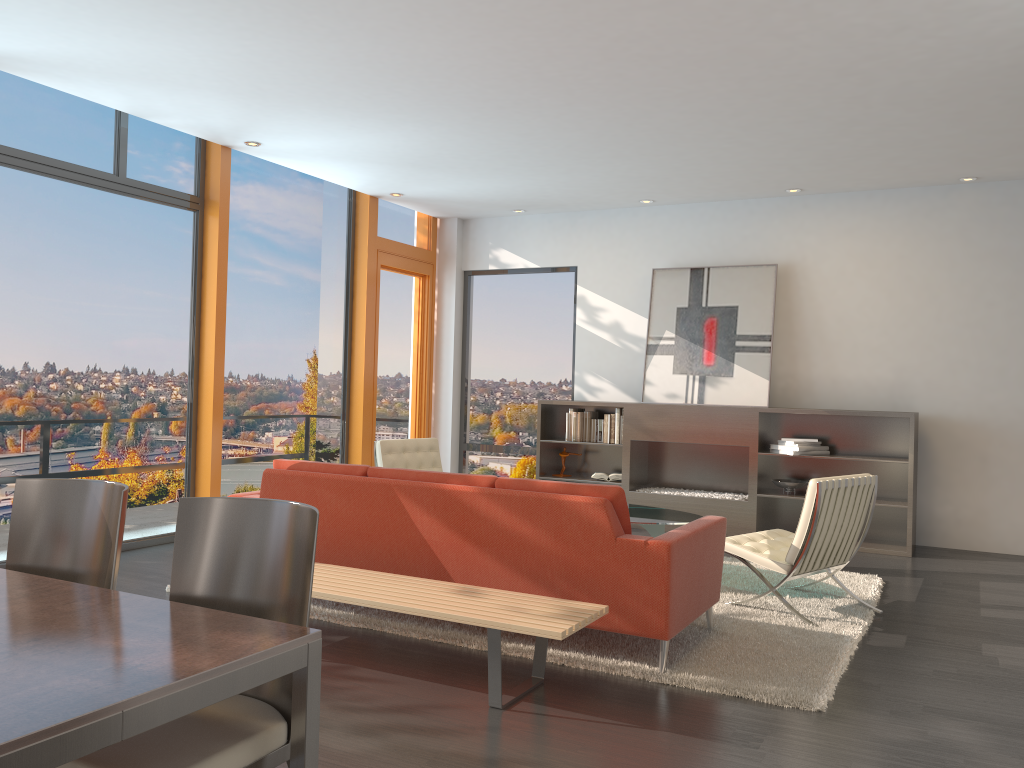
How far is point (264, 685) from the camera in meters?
2.3

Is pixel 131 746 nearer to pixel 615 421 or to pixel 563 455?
pixel 615 421

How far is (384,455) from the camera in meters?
7.1

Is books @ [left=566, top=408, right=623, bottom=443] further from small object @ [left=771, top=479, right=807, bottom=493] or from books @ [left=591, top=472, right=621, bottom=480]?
small object @ [left=771, top=479, right=807, bottom=493]

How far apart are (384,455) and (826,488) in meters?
3.5

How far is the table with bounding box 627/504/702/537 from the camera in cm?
562

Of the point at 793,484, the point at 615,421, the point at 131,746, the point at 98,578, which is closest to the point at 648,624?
the point at 98,578

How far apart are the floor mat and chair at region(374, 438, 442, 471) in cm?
211

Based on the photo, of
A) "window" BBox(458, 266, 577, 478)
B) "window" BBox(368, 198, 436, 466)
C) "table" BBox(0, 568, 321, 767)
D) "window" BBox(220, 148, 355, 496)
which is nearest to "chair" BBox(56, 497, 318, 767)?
"table" BBox(0, 568, 321, 767)

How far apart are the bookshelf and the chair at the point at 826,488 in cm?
206
